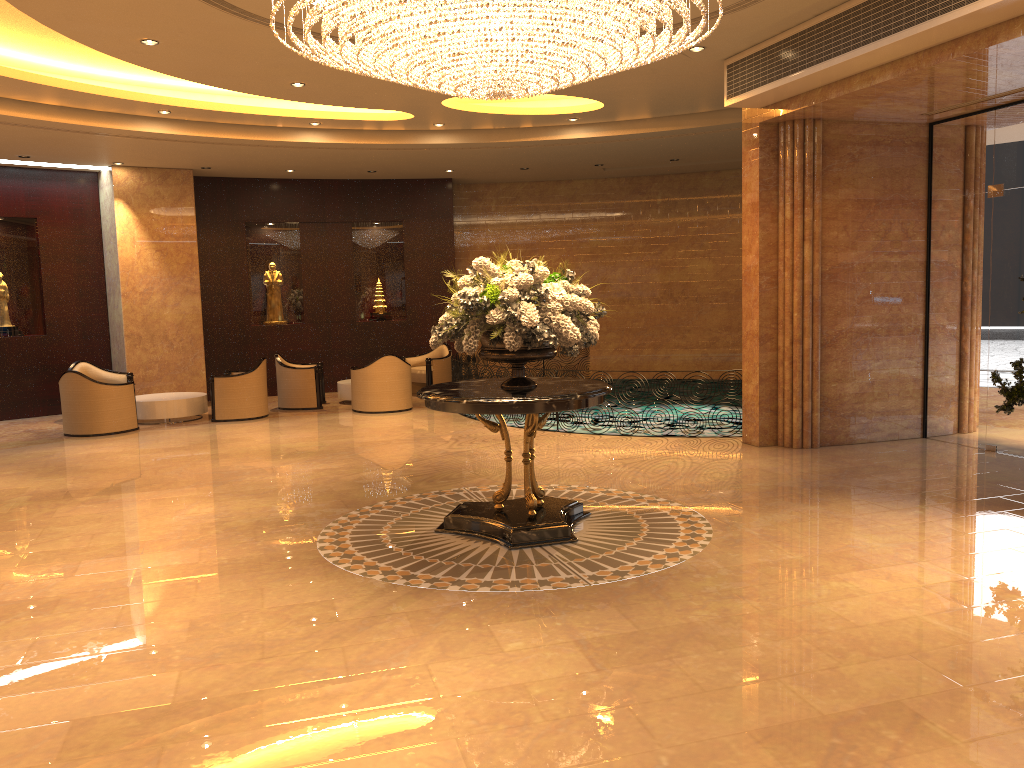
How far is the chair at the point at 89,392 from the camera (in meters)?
12.02

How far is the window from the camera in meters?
9.1 m

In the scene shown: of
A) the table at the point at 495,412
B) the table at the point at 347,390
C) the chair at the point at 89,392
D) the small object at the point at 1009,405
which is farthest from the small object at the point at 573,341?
the table at the point at 347,390

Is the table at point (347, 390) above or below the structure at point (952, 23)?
below

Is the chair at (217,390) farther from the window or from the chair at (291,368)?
the window

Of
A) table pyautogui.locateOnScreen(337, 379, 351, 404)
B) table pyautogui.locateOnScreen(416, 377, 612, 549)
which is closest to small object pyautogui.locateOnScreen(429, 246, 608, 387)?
table pyautogui.locateOnScreen(416, 377, 612, 549)

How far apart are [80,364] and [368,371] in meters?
4.7 m

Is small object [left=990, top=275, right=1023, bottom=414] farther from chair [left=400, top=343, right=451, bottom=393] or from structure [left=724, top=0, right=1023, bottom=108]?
chair [left=400, top=343, right=451, bottom=393]

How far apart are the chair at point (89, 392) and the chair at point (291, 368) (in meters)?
2.46

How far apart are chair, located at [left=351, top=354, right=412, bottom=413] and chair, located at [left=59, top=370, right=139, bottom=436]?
3.17m
